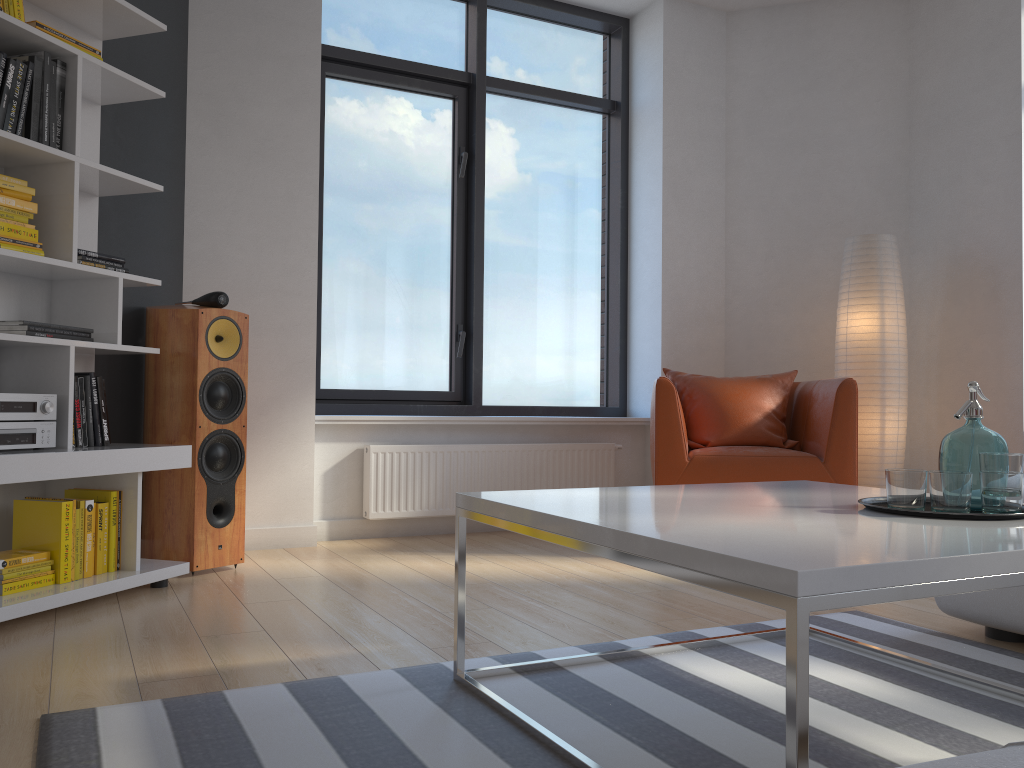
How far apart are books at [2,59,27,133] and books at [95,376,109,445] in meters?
0.8

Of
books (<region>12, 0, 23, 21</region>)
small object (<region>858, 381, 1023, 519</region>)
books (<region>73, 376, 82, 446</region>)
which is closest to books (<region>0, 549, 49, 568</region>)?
books (<region>73, 376, 82, 446</region>)

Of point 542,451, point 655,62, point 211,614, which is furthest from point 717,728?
point 655,62

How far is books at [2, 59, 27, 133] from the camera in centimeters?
269cm

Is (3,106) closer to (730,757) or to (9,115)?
(9,115)

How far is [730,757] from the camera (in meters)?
1.61

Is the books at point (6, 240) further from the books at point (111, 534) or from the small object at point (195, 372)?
the books at point (111, 534)

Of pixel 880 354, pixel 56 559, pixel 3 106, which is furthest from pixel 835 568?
pixel 880 354

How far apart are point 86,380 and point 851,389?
3.0 meters

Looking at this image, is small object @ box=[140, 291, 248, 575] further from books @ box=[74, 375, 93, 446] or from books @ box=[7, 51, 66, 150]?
books @ box=[7, 51, 66, 150]
